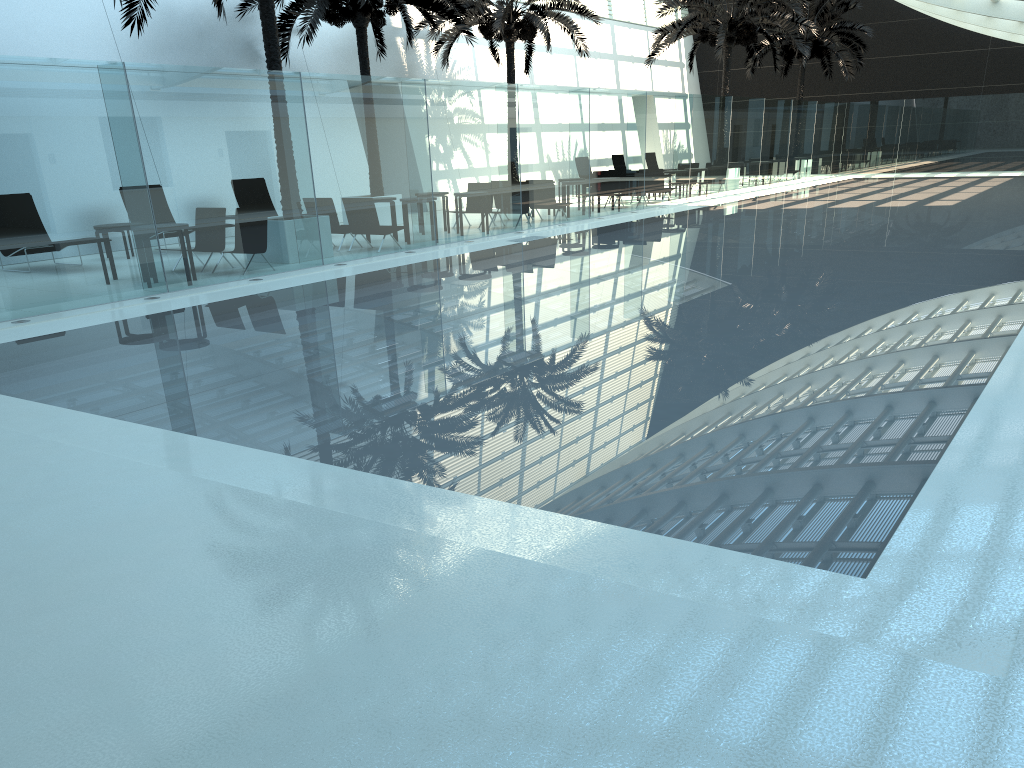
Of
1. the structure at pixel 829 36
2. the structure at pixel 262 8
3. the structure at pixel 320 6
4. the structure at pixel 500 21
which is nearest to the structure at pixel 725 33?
the structure at pixel 500 21

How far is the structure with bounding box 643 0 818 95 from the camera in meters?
27.4

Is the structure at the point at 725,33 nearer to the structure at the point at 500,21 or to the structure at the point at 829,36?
the structure at the point at 500,21

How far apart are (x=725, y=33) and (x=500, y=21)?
8.41m

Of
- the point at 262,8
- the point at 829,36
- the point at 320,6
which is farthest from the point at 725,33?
the point at 262,8

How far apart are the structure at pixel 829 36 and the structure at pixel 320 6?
17.38m

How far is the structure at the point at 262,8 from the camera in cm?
1399

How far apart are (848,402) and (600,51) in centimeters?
3105cm

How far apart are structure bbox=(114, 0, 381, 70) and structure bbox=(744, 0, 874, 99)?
24.75m

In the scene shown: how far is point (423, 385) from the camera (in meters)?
6.74
